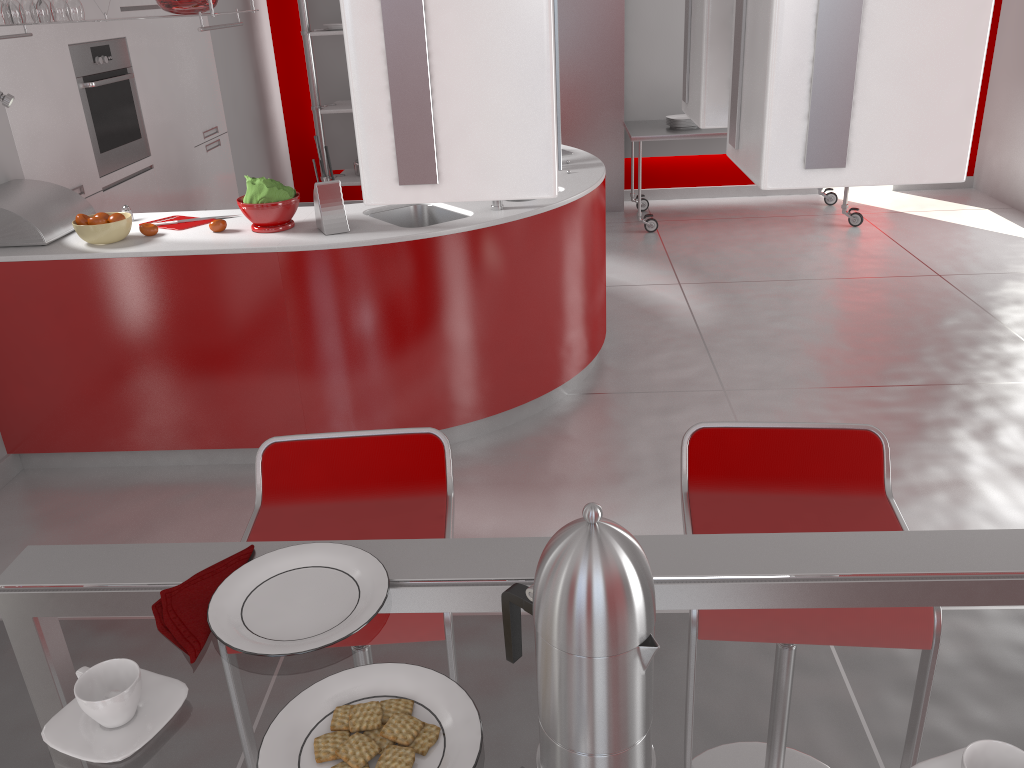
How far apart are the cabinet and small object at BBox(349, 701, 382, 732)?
3.5 meters

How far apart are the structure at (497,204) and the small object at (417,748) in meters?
2.7 m

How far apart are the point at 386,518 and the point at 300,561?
0.6 meters

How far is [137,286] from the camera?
3.16m

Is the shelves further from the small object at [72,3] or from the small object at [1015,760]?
the small object at [1015,760]

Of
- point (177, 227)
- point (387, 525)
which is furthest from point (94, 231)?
point (387, 525)

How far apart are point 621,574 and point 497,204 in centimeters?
283cm

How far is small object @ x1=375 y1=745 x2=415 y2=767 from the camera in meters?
0.8

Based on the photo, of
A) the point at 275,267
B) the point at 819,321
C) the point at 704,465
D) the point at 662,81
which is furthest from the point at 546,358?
the point at 662,81

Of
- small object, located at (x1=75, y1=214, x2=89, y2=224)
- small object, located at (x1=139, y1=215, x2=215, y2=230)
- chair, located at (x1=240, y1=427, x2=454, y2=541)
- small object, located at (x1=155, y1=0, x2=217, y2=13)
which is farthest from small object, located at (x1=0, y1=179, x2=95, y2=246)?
chair, located at (x1=240, y1=427, x2=454, y2=541)
